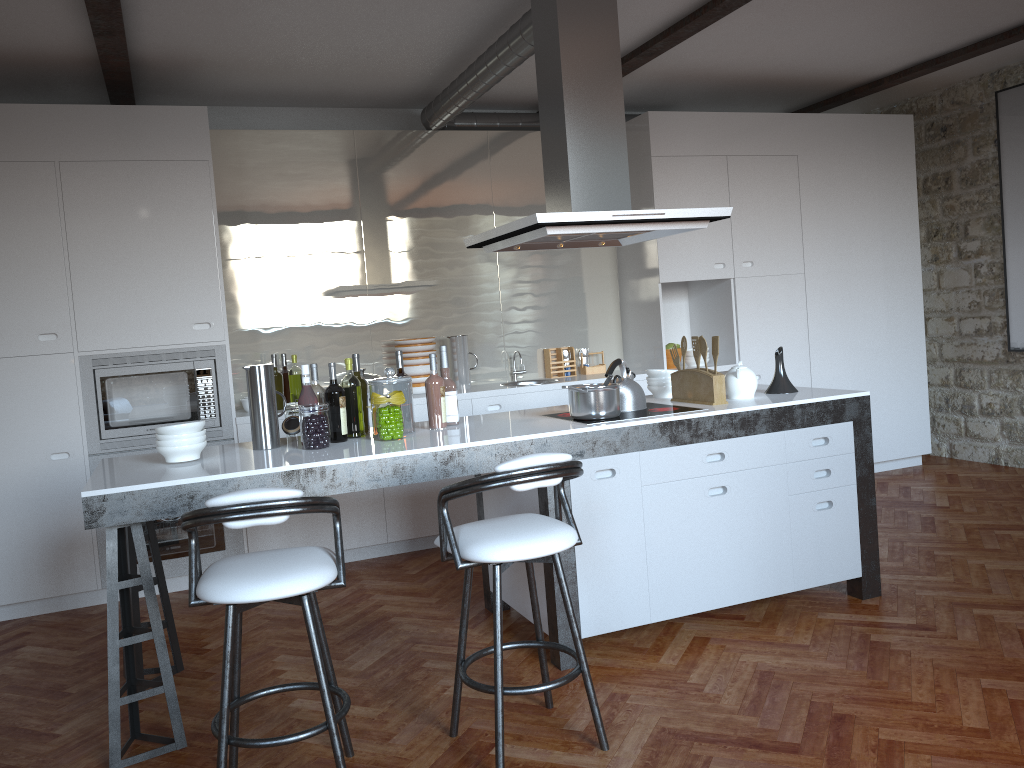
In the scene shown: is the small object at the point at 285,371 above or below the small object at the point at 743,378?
above

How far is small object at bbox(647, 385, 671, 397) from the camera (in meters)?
4.37

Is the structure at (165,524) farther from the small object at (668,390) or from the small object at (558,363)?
the small object at (668,390)

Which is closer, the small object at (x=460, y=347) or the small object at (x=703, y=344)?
the small object at (x=703, y=344)

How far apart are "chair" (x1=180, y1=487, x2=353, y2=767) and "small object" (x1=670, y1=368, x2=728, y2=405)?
1.9 meters

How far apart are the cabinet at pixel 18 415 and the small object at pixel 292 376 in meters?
0.4

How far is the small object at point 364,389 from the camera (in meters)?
3.84

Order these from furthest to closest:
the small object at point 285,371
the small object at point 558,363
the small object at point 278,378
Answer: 1. the small object at point 558,363
2. the small object at point 285,371
3. the small object at point 278,378

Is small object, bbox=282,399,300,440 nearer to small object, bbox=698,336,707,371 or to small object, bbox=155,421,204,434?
small object, bbox=155,421,204,434

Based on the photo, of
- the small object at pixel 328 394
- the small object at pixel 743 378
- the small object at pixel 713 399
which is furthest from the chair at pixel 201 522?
the small object at pixel 743 378
